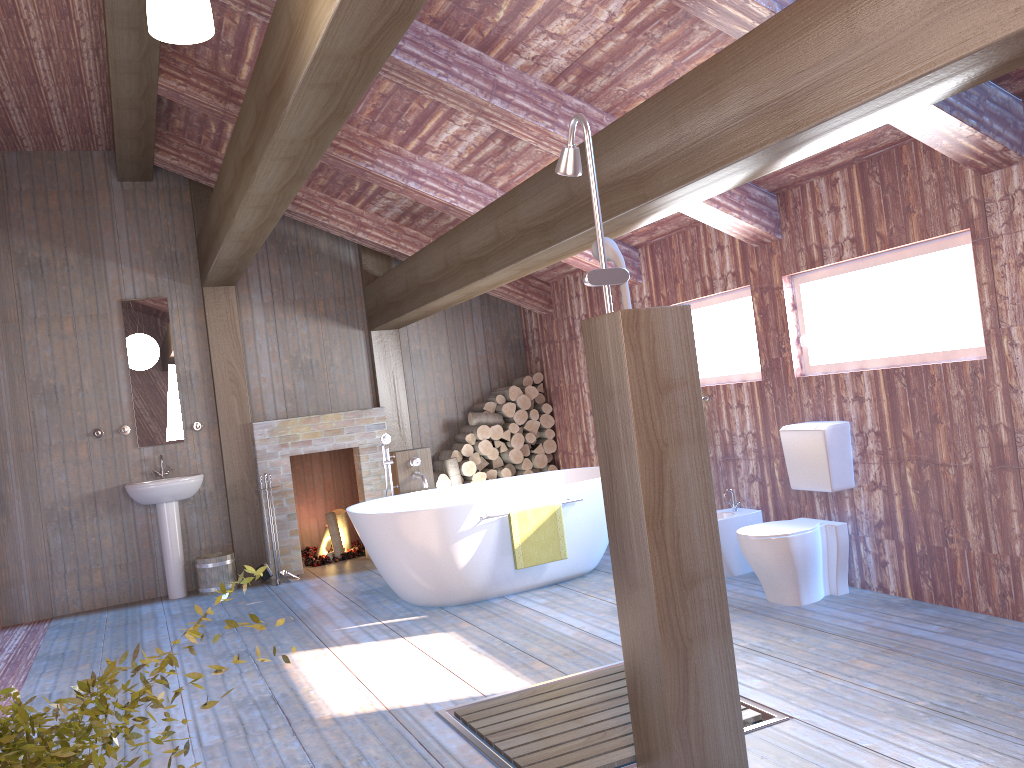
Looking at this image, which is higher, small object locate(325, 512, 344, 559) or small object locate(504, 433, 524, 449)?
small object locate(504, 433, 524, 449)

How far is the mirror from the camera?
7.1 meters

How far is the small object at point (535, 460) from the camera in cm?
799

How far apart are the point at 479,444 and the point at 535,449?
0.55m

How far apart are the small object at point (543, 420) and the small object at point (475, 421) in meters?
0.4

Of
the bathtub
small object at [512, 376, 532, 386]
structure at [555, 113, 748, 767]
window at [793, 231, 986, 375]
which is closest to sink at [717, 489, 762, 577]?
the bathtub

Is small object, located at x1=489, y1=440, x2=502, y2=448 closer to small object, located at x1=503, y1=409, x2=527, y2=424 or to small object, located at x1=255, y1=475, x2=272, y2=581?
small object, located at x1=503, y1=409, x2=527, y2=424

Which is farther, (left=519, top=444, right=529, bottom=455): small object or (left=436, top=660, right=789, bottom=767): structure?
(left=519, top=444, right=529, bottom=455): small object

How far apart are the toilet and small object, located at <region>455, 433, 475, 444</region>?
3.50m

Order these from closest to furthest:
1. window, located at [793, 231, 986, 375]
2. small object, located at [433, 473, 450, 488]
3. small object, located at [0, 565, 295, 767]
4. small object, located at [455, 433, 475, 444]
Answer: small object, located at [0, 565, 295, 767], window, located at [793, 231, 986, 375], small object, located at [433, 473, 450, 488], small object, located at [455, 433, 475, 444]
